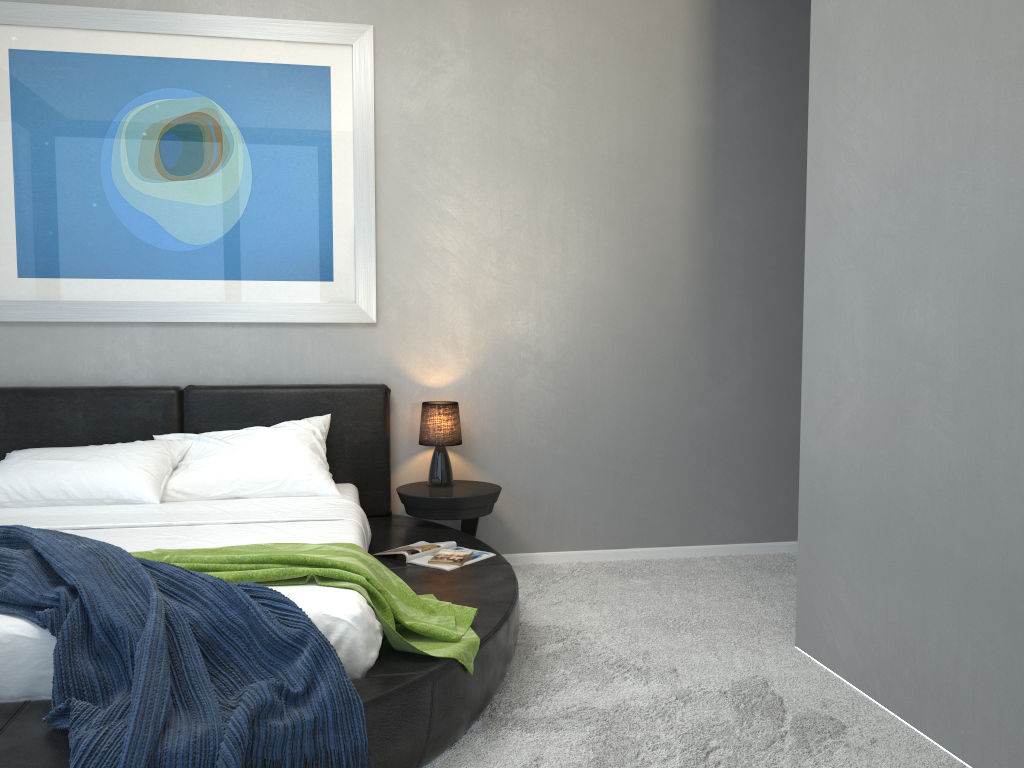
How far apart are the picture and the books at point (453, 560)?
1.3 meters

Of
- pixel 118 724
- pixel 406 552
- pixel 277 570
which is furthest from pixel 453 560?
pixel 118 724

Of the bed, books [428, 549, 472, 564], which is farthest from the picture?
books [428, 549, 472, 564]

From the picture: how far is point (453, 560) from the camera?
3.4 meters

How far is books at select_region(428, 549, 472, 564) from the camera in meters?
3.4 m

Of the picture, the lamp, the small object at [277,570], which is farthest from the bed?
the picture

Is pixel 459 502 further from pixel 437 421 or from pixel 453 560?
pixel 453 560

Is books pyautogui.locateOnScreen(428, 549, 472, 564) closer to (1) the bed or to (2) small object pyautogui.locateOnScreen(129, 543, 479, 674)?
(1) the bed

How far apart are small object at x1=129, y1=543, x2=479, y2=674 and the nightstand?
1.03m

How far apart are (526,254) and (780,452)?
1.7m
